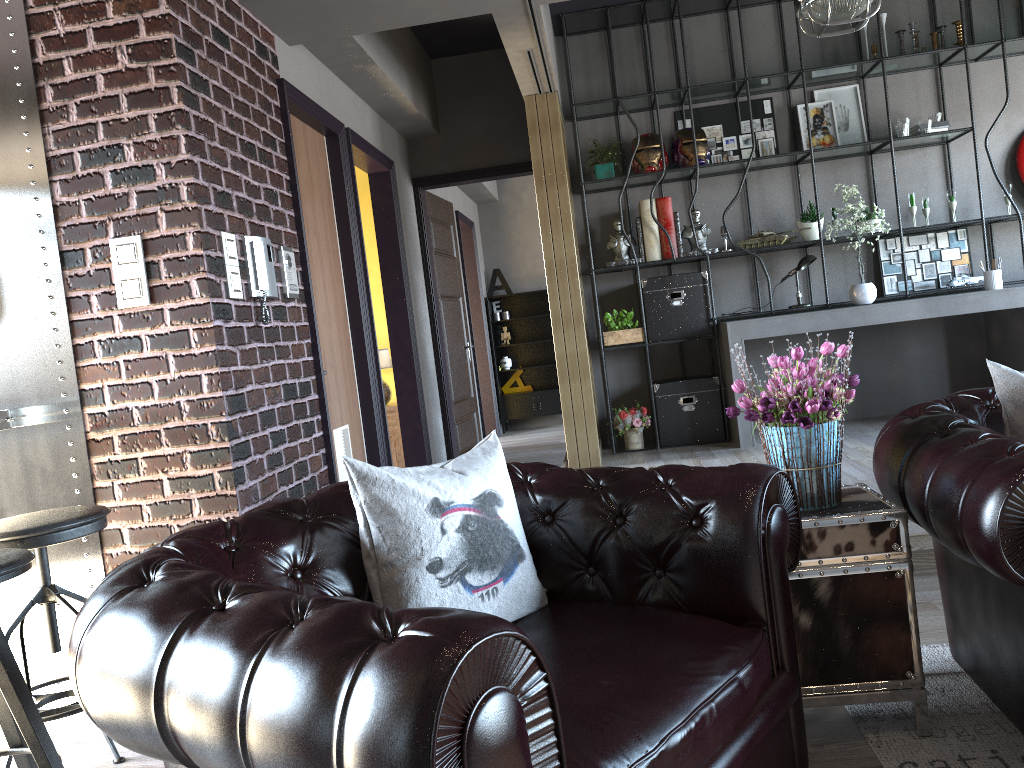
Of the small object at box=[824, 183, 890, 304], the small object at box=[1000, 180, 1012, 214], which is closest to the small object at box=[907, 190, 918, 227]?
the small object at box=[824, 183, 890, 304]

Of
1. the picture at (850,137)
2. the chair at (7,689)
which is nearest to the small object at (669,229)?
the picture at (850,137)

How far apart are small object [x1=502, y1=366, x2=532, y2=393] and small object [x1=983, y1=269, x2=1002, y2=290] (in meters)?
5.90

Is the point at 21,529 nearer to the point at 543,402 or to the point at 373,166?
the point at 373,166

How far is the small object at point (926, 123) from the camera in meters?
6.3

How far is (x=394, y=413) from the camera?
6.66m

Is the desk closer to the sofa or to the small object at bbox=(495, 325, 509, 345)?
the sofa

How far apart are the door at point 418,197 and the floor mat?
4.8m

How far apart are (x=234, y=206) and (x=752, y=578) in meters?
2.6

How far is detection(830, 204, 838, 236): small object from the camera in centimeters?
667cm
